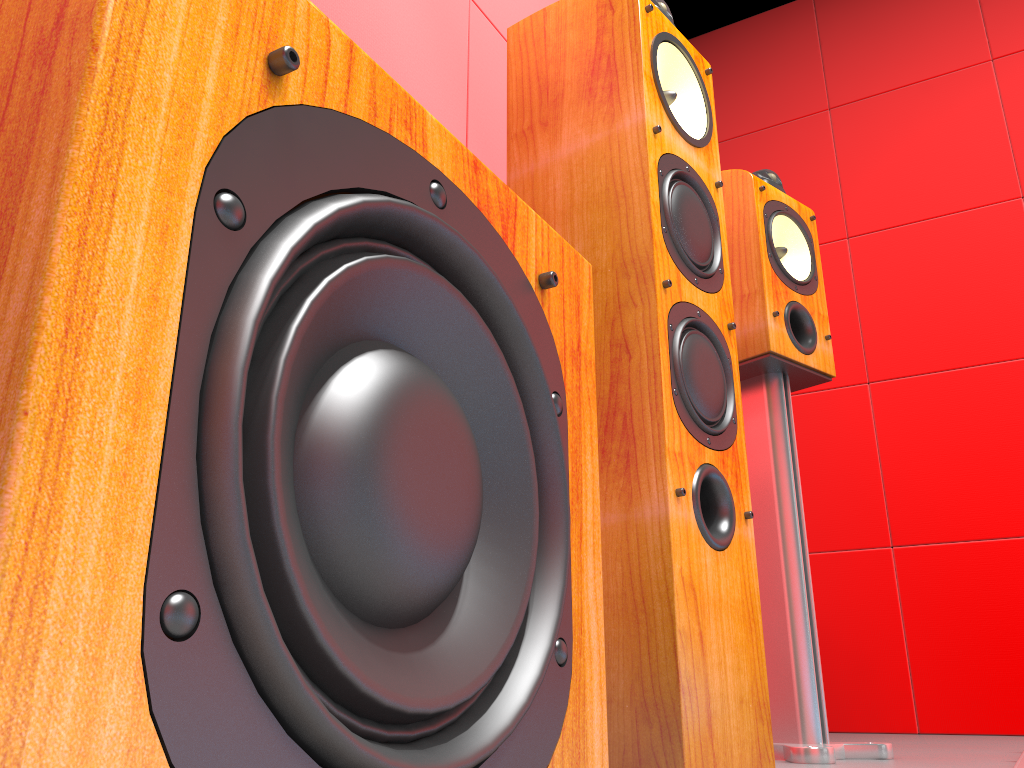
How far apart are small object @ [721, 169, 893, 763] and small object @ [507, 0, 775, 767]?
0.34m

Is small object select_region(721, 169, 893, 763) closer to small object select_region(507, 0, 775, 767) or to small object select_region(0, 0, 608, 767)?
small object select_region(507, 0, 775, 767)

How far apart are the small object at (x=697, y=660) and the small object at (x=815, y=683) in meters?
0.3 m

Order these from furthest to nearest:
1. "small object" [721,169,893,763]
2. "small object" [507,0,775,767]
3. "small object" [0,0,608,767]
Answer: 1. "small object" [721,169,893,763]
2. "small object" [507,0,775,767]
3. "small object" [0,0,608,767]

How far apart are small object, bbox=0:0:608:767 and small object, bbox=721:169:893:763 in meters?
0.9

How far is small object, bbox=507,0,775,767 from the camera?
0.92m

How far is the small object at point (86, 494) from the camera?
0.24m

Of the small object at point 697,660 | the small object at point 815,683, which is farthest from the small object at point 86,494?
the small object at point 815,683

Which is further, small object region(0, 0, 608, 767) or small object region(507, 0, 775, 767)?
small object region(507, 0, 775, 767)

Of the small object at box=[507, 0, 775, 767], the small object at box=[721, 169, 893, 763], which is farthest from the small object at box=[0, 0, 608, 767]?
the small object at box=[721, 169, 893, 763]
